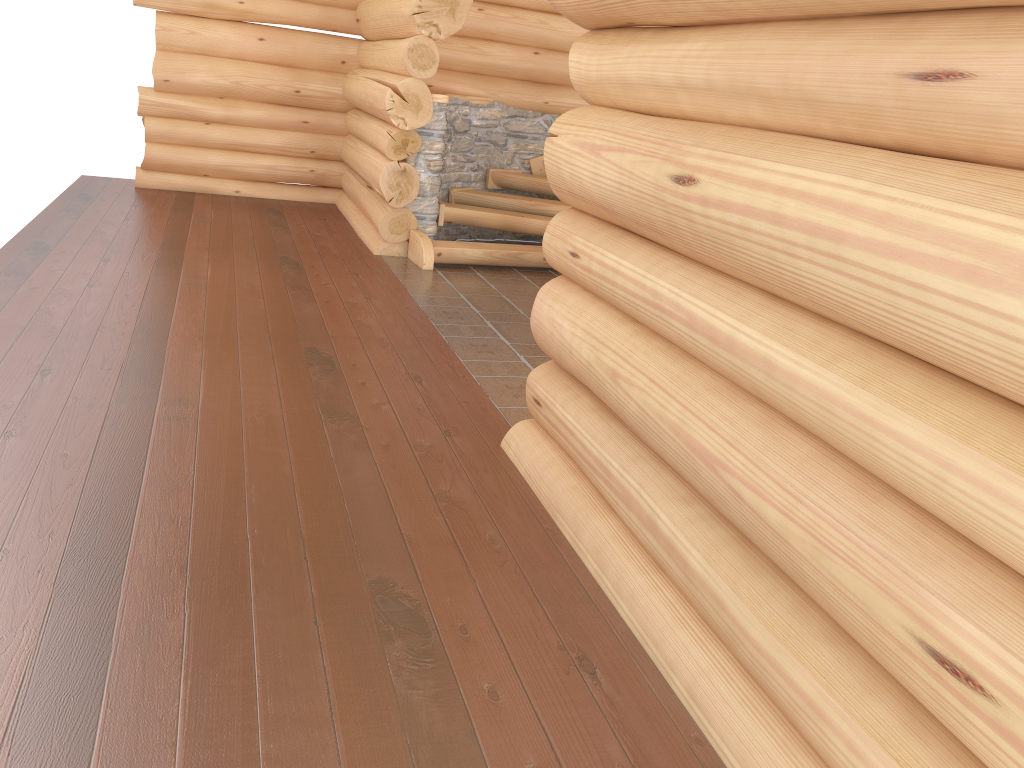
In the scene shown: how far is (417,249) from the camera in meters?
8.1

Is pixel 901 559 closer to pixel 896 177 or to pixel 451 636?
pixel 896 177

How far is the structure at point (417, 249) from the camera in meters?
8.1

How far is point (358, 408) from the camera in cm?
458
